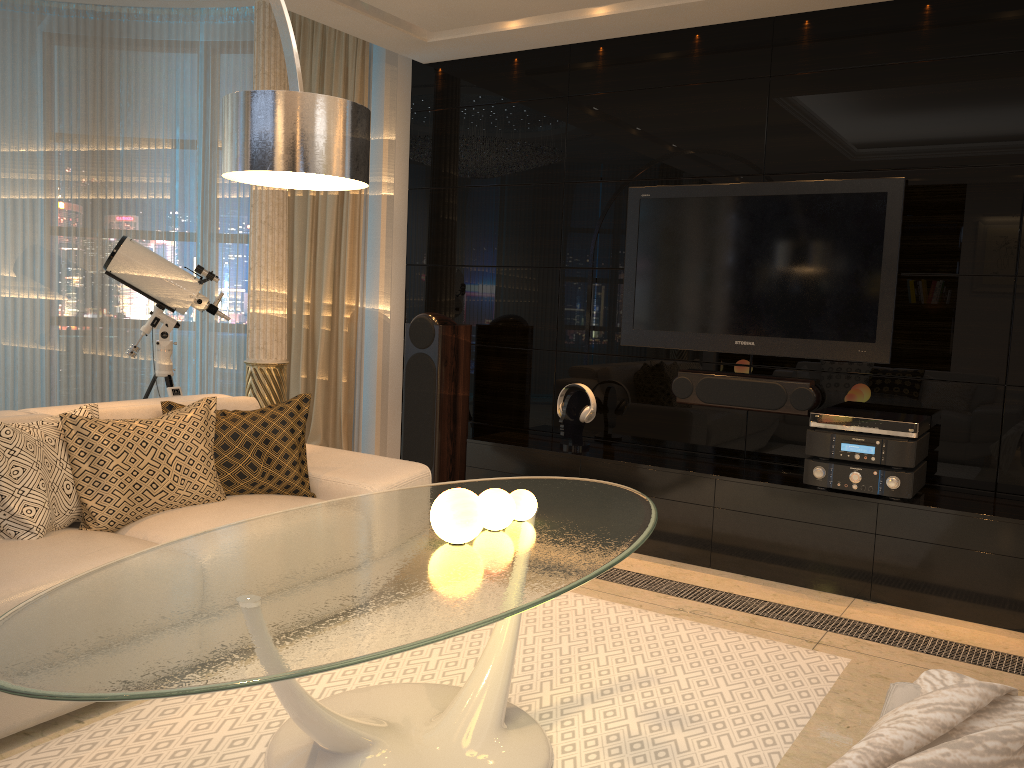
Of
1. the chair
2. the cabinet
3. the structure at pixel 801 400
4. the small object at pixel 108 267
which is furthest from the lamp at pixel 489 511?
the small object at pixel 108 267

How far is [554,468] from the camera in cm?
458

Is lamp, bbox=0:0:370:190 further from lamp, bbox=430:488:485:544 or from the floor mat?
the floor mat

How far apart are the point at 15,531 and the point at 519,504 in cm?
155

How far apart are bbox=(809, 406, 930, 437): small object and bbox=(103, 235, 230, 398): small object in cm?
315

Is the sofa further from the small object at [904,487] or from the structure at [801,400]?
the small object at [904,487]

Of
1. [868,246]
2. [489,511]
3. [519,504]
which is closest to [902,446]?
[868,246]

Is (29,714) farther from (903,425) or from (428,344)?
(903,425)

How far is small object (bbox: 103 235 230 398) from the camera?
4.7 meters

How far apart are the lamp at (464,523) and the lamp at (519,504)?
0.3 meters
